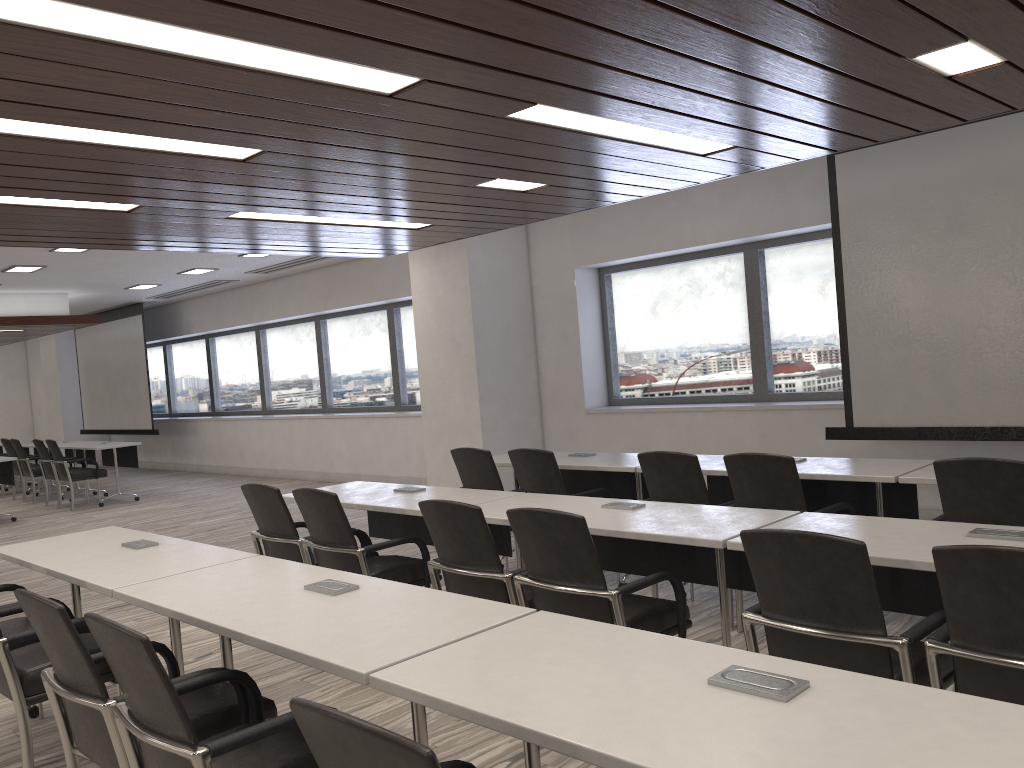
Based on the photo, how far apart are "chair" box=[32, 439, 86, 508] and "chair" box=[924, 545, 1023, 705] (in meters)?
11.82

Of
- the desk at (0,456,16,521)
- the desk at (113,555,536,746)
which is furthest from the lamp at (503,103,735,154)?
the desk at (0,456,16,521)

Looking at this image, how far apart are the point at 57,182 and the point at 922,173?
5.1 meters

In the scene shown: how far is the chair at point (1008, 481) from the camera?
3.46m

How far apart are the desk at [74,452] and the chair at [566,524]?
11.30m

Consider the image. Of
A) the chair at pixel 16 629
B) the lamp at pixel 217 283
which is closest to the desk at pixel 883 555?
the chair at pixel 16 629

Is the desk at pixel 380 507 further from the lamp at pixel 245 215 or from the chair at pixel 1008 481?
the chair at pixel 1008 481

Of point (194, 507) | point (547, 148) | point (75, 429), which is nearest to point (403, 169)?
point (547, 148)

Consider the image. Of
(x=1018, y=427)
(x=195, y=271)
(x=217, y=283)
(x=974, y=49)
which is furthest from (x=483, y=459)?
(x=217, y=283)

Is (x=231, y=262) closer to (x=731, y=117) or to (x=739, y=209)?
(x=739, y=209)
